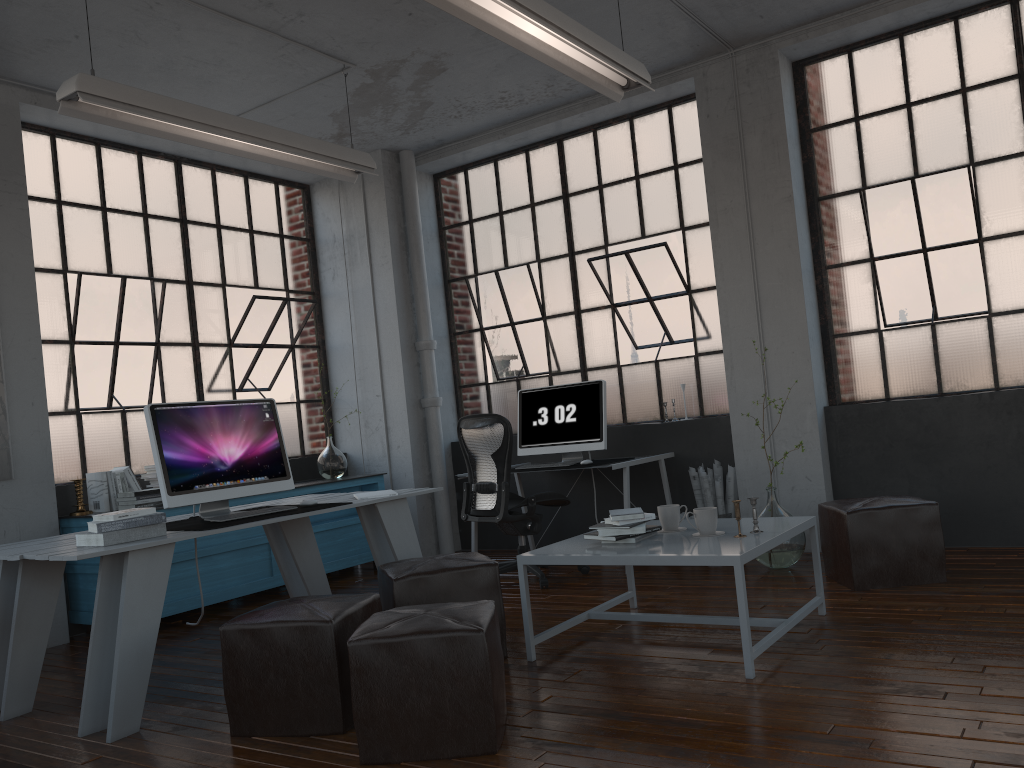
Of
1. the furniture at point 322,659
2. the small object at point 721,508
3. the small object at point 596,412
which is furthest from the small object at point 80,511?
the small object at point 721,508

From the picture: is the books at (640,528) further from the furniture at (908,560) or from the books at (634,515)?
the furniture at (908,560)

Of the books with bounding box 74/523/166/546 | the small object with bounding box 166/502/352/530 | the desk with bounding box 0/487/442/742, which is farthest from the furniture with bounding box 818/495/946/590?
the books with bounding box 74/523/166/546

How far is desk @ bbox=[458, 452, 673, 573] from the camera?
5.5 meters

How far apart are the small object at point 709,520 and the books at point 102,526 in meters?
2.2 m

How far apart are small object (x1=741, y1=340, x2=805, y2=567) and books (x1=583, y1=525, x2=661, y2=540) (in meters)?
1.50

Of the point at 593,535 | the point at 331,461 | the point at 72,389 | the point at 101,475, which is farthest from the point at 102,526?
the point at 331,461

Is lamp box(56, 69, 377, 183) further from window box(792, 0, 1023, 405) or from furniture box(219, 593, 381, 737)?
window box(792, 0, 1023, 405)

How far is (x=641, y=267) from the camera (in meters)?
6.31

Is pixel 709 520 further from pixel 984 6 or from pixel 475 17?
pixel 984 6
